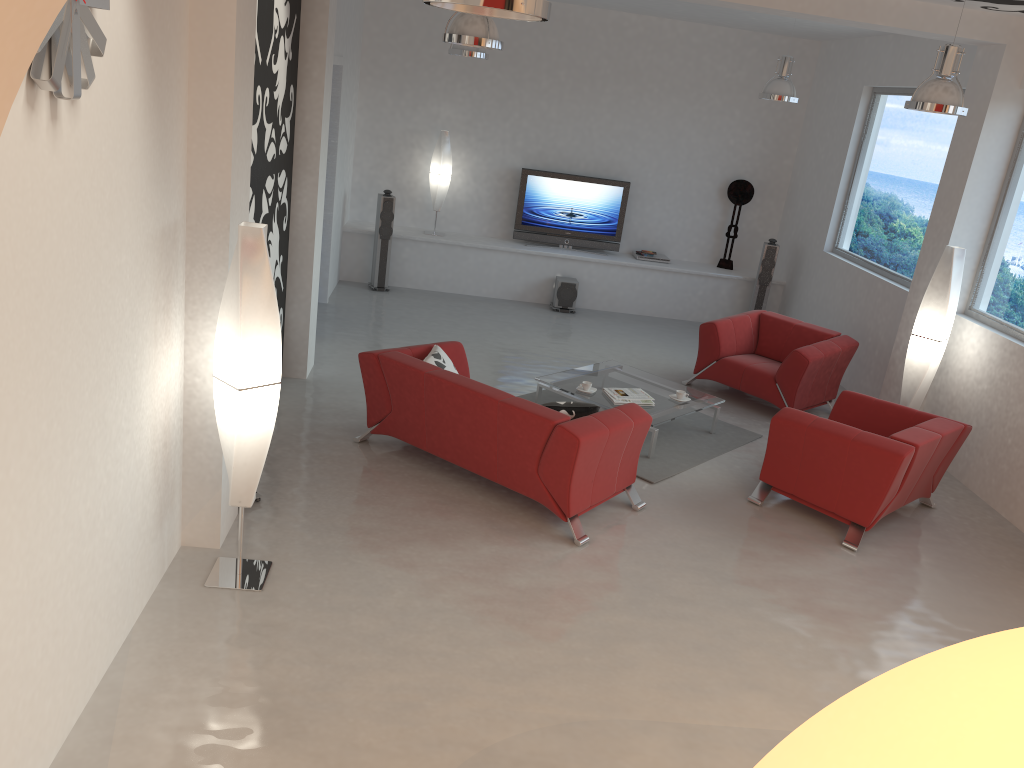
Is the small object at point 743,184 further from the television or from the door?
the door

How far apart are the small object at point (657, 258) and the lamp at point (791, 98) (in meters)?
2.98

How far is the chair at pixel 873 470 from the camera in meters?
5.6 m

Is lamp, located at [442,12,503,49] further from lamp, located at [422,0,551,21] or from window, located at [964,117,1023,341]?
window, located at [964,117,1023,341]

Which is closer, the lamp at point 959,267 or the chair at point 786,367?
the lamp at point 959,267

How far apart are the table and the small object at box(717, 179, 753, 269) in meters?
4.1

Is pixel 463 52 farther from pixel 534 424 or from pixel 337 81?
pixel 534 424

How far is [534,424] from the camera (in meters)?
5.16

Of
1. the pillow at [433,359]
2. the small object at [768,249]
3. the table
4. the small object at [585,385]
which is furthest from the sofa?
the small object at [768,249]

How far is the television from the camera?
10.9 meters
